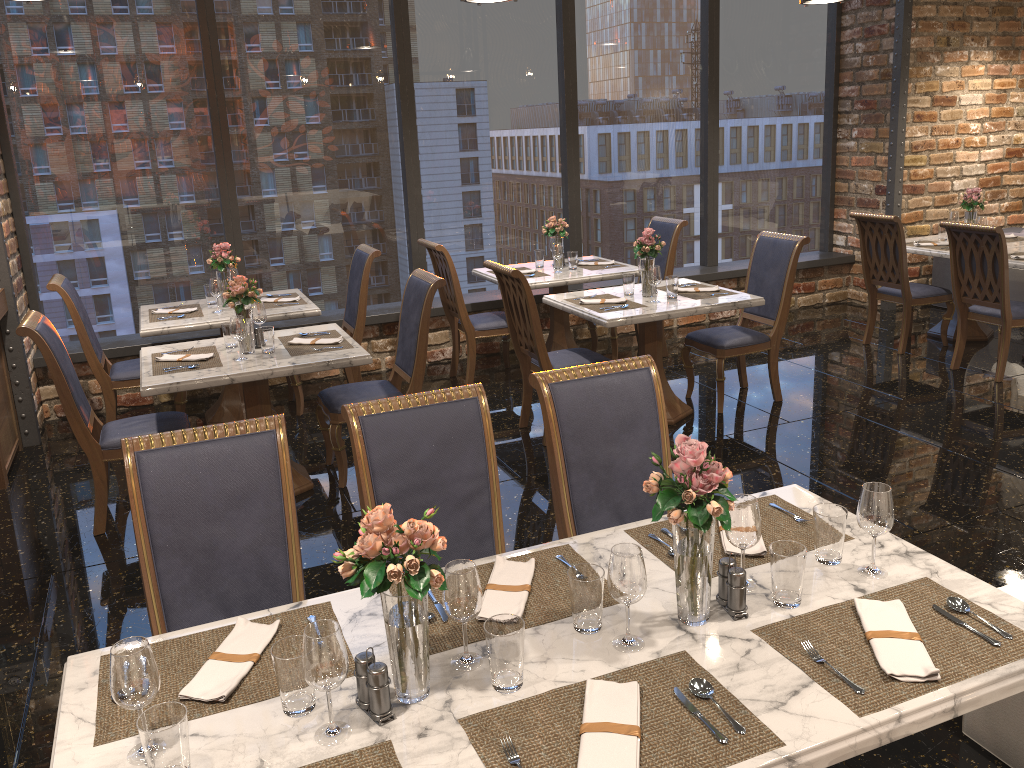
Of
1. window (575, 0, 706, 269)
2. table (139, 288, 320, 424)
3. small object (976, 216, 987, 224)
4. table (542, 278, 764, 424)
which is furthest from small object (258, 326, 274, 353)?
small object (976, 216, 987, 224)

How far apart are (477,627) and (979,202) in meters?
6.4

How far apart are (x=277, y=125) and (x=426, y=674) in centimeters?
553cm

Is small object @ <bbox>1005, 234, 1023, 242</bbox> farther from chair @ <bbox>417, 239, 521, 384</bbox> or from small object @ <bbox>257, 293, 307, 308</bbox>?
small object @ <bbox>257, 293, 307, 308</bbox>

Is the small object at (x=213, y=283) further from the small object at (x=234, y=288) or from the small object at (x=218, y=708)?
the small object at (x=218, y=708)

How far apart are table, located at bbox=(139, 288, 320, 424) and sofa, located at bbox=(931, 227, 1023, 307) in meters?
5.7 m

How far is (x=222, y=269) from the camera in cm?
562

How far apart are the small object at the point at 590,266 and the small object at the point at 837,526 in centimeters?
456cm

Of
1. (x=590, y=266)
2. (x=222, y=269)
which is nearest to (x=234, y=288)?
(x=222, y=269)

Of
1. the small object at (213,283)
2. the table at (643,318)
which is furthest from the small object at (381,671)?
the small object at (213,283)
